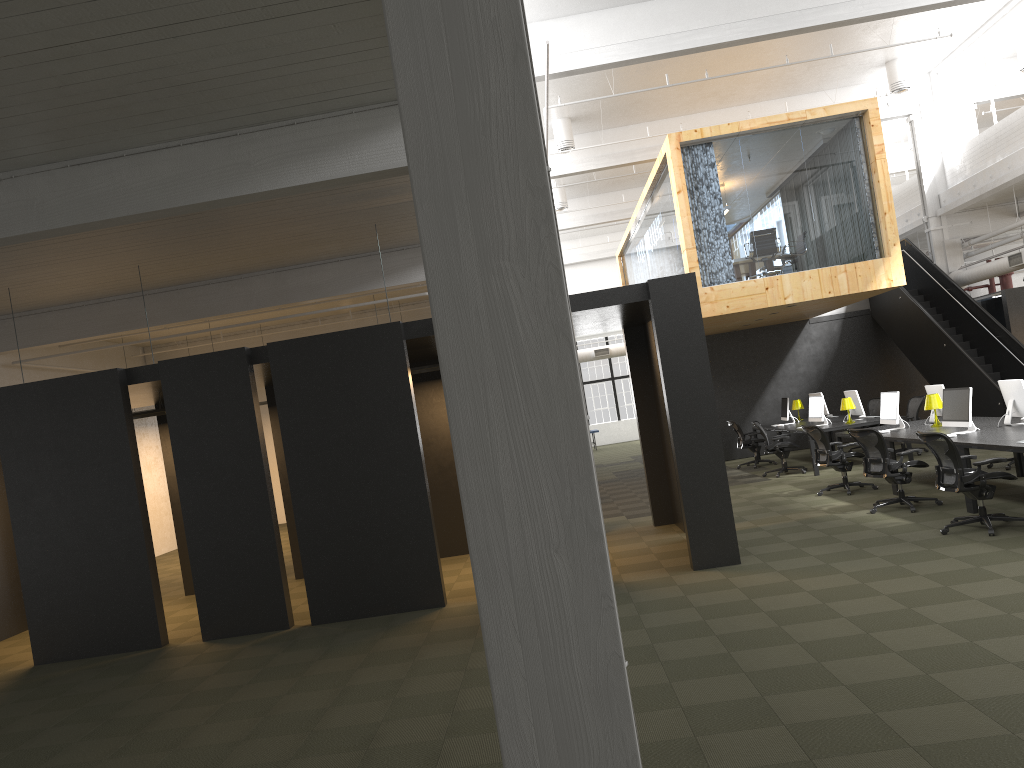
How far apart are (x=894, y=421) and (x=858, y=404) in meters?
3.4 m

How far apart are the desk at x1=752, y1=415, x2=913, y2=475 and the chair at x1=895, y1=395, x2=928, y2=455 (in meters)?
0.94

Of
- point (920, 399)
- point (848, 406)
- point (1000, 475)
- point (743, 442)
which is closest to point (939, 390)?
point (848, 406)

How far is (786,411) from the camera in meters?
17.5 m

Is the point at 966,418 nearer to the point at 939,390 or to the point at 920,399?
the point at 939,390

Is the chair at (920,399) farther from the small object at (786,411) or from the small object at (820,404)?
the small object at (786,411)

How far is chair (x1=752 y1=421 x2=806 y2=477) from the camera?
15.4m

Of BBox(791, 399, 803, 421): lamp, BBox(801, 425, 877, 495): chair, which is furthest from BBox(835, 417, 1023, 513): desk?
BBox(791, 399, 803, 421): lamp

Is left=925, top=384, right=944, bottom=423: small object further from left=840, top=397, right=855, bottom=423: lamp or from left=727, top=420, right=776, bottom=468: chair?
left=727, top=420, right=776, bottom=468: chair

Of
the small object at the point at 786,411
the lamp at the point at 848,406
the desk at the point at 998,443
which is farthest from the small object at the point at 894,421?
the small object at the point at 786,411
